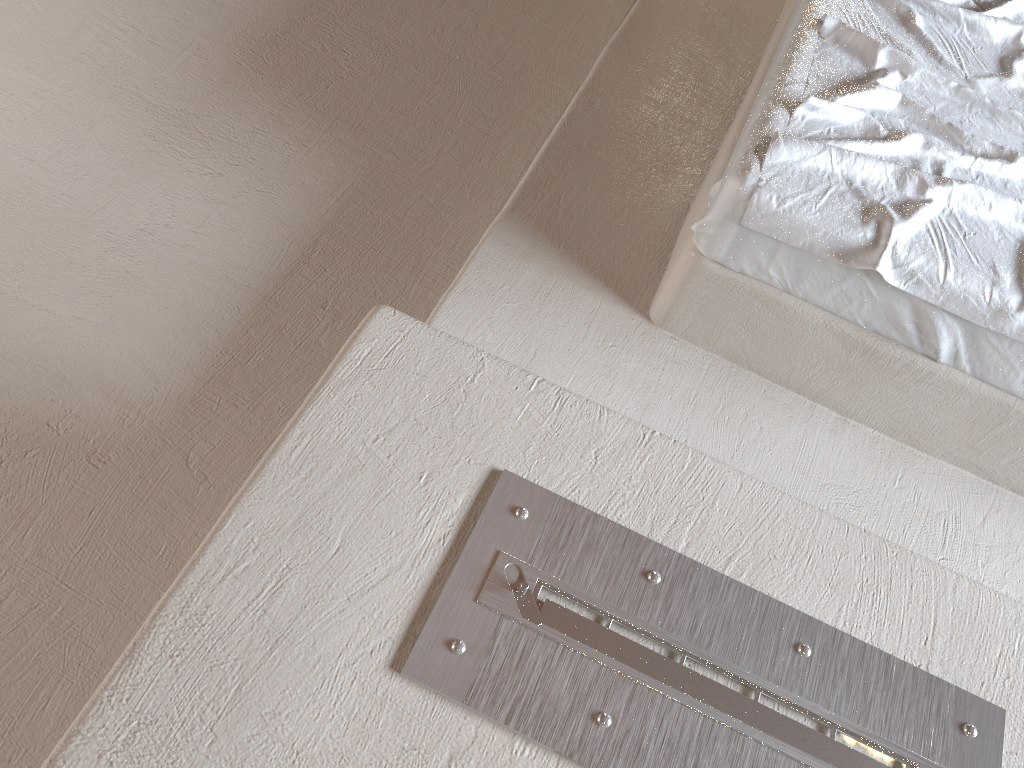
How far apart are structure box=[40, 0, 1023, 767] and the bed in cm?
2

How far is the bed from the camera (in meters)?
1.53

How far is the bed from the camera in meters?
1.5 m

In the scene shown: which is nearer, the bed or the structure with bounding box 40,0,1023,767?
the structure with bounding box 40,0,1023,767

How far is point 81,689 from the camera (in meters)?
1.48

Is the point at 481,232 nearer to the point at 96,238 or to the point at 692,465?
the point at 96,238

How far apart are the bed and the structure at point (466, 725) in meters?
0.0

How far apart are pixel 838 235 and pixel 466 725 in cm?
103

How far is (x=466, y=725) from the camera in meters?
1.0 m

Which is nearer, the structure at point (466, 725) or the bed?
the structure at point (466, 725)
